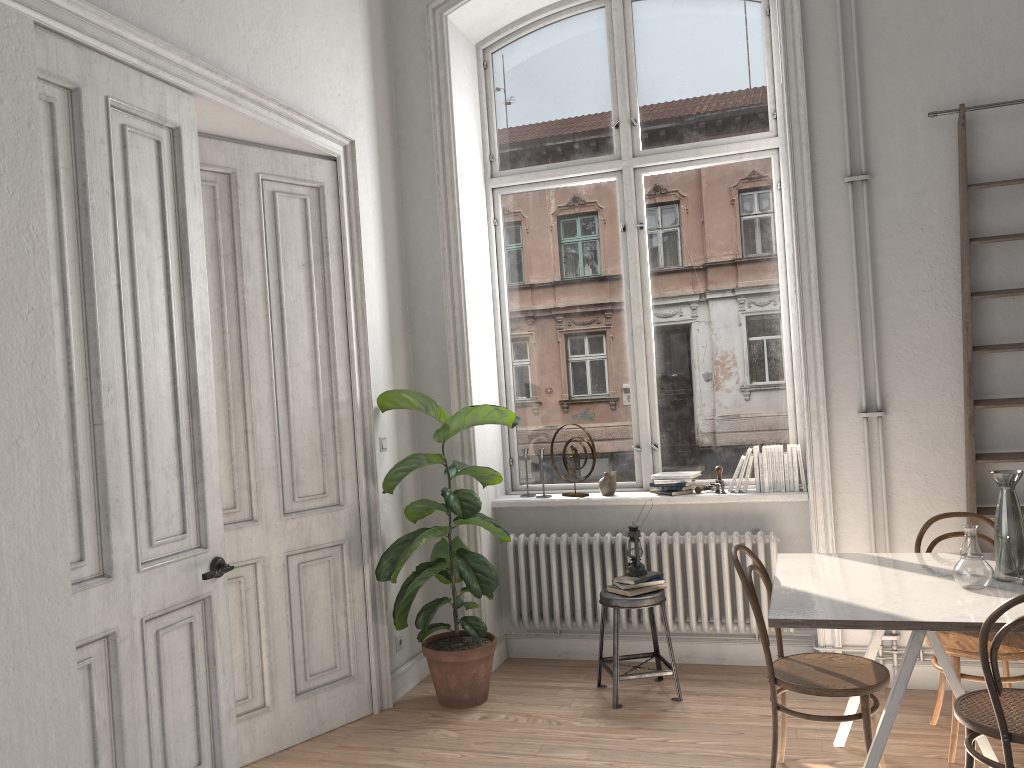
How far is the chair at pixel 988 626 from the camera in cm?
263

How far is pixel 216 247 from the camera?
3.98m

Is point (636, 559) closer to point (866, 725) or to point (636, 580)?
point (636, 580)

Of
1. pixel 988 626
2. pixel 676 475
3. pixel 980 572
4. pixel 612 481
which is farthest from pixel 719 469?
pixel 988 626

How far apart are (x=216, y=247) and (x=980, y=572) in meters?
3.3 m

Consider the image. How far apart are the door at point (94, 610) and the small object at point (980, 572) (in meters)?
2.66

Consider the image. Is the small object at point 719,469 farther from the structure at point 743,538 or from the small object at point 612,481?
the small object at point 612,481

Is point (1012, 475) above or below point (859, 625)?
above

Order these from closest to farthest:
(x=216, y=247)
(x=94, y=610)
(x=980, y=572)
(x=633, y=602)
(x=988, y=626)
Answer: (x=988, y=626) < (x=94, y=610) < (x=980, y=572) < (x=216, y=247) < (x=633, y=602)

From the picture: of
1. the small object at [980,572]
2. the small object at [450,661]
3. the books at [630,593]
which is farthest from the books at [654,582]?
the small object at [980,572]
